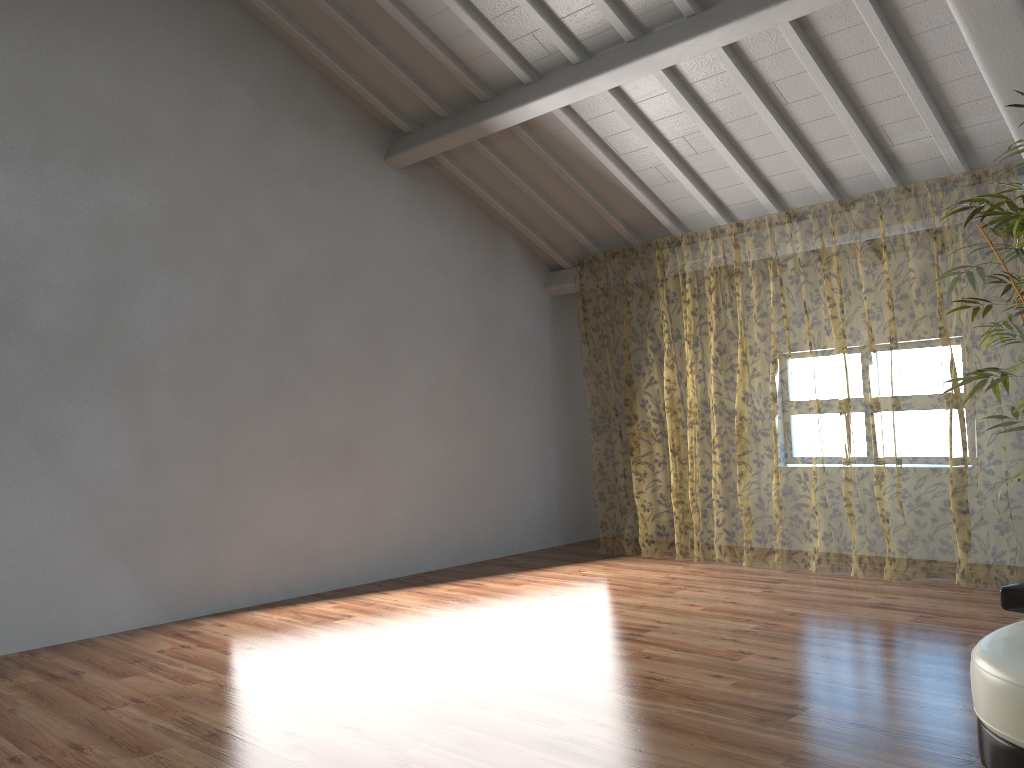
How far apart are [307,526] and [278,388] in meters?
1.0

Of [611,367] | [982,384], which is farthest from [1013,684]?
[611,367]

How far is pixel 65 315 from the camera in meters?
5.2

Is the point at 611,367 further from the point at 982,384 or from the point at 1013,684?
the point at 1013,684

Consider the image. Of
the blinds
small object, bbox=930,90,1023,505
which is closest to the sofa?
small object, bbox=930,90,1023,505

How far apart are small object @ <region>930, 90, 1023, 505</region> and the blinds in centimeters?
120cm

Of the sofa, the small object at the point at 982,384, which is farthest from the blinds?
the sofa

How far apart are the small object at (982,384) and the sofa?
1.3 meters

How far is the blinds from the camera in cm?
1209

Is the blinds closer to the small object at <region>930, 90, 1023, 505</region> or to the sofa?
the small object at <region>930, 90, 1023, 505</region>
